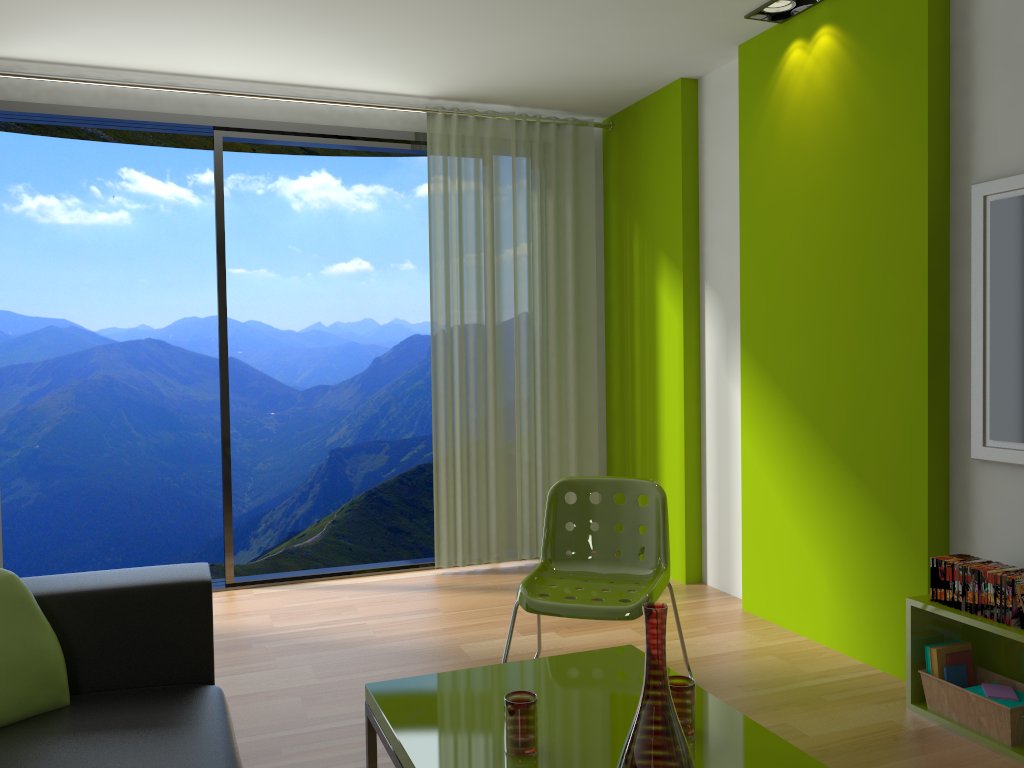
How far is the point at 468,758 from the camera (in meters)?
1.93

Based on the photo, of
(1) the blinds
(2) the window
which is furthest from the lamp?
(2) the window

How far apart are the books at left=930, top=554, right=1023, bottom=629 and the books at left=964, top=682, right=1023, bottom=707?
0.3 meters

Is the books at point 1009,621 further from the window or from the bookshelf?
the window

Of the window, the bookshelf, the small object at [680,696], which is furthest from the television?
the window

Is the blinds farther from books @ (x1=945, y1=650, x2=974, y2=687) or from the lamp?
books @ (x1=945, y1=650, x2=974, y2=687)

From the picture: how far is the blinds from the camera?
5.0 meters

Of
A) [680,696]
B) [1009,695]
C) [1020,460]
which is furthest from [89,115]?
[1009,695]

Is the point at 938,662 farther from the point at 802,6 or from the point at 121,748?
the point at 802,6

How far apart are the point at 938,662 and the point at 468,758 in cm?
181
